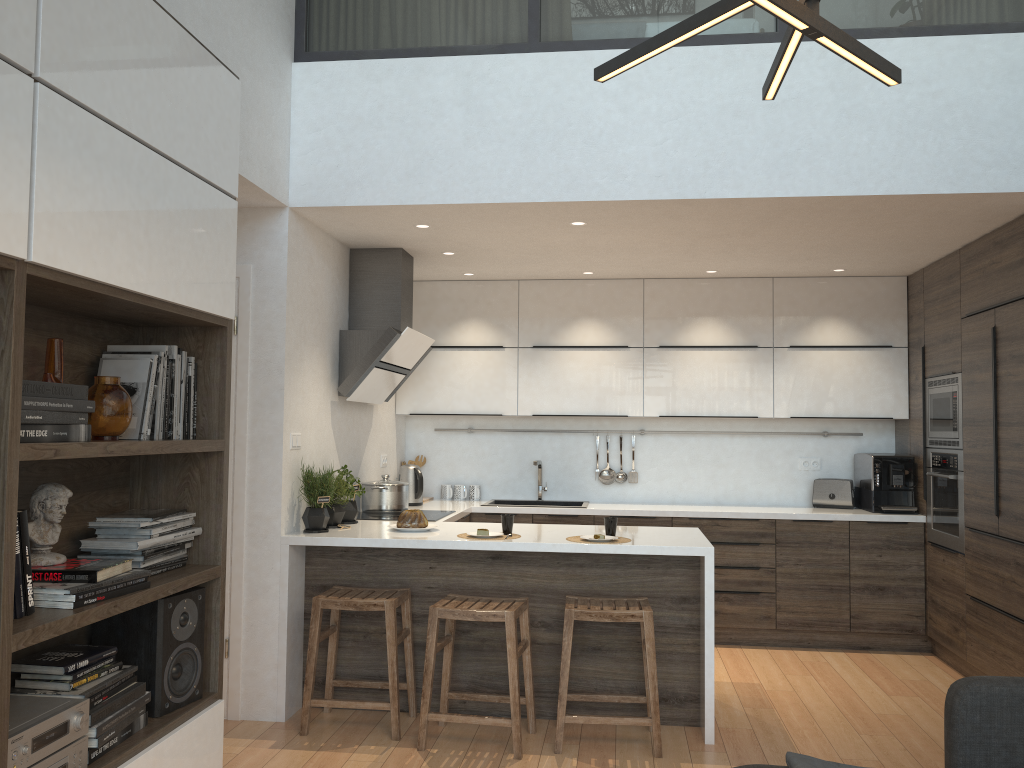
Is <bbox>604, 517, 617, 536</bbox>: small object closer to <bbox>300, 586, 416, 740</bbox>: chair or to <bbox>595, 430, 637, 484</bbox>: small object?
<bbox>300, 586, 416, 740</bbox>: chair

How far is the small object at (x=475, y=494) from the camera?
6.35m

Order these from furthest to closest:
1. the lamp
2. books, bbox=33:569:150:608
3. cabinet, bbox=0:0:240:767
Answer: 1. books, bbox=33:569:150:608
2. cabinet, bbox=0:0:240:767
3. the lamp

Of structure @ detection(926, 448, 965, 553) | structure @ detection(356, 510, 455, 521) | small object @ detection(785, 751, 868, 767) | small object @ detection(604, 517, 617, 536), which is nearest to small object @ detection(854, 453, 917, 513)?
structure @ detection(926, 448, 965, 553)

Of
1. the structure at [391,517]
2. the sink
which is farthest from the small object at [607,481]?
the structure at [391,517]

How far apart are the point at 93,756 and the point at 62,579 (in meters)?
0.44

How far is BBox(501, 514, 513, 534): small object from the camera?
4.2 meters

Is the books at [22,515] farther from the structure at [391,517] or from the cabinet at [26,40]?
the structure at [391,517]

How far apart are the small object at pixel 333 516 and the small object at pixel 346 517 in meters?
0.1 m

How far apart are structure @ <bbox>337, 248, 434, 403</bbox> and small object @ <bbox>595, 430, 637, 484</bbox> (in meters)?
1.62
